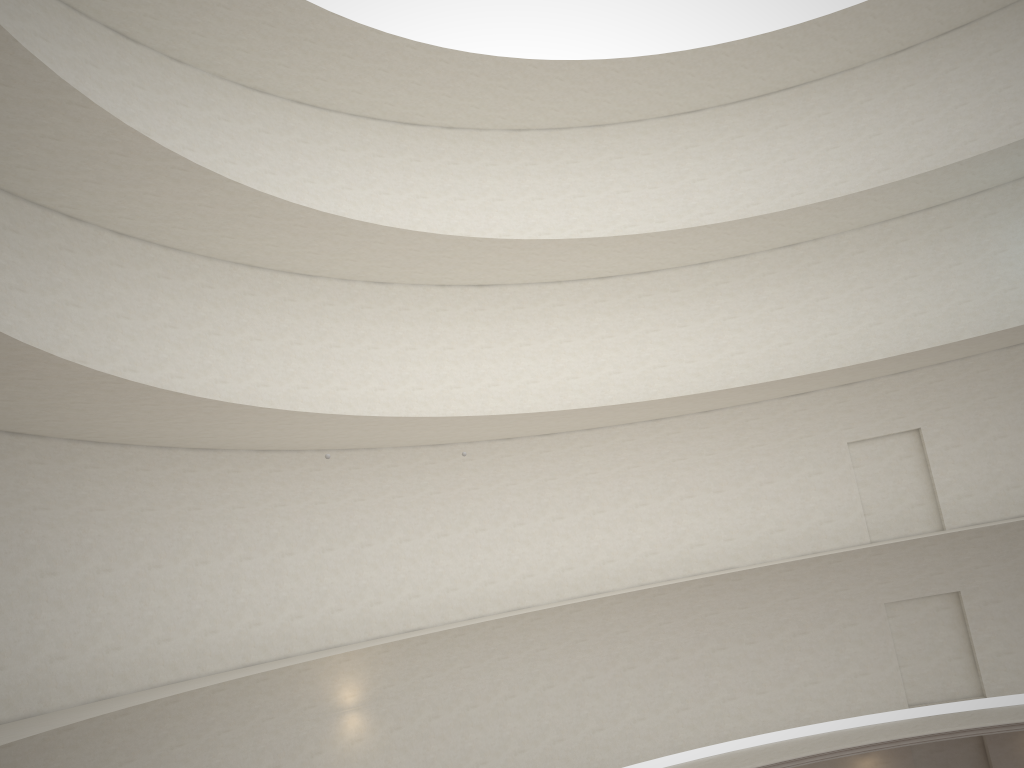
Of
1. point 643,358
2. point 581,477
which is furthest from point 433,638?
point 643,358
